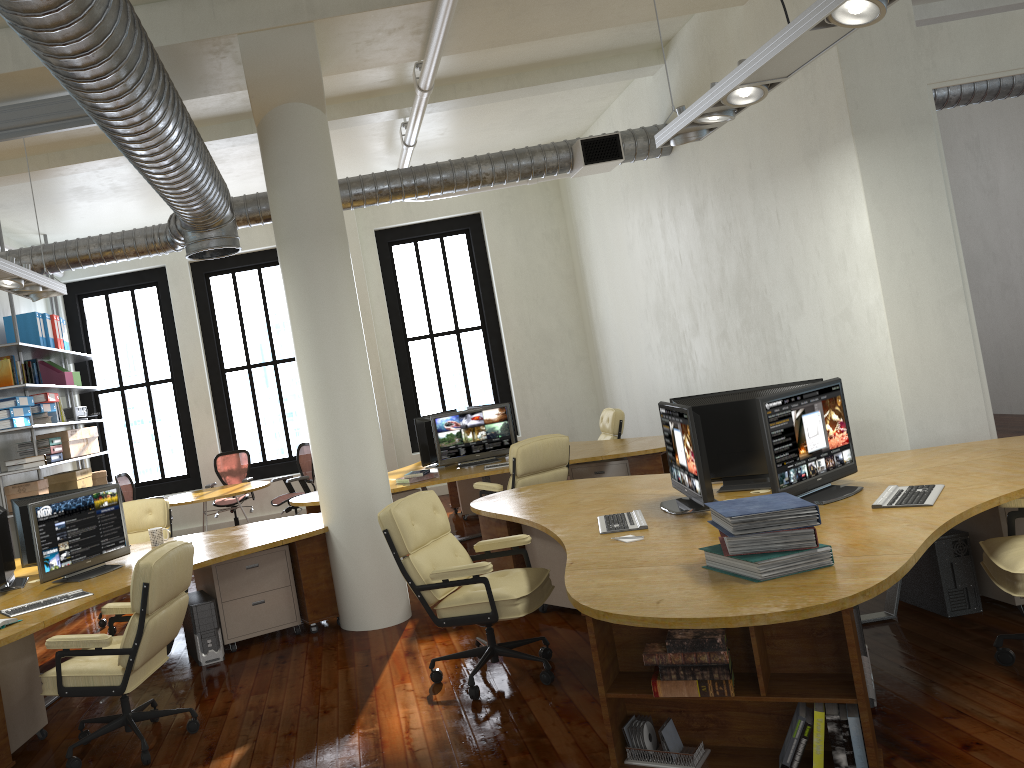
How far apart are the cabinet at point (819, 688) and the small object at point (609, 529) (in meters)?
0.97

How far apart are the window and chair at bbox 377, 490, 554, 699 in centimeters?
801cm

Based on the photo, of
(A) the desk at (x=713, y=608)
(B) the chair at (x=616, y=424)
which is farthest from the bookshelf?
(B) the chair at (x=616, y=424)

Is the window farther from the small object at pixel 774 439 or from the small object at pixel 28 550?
the small object at pixel 774 439

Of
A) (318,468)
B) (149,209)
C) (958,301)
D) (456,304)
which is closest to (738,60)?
(958,301)

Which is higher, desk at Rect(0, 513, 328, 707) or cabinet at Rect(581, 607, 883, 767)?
desk at Rect(0, 513, 328, 707)

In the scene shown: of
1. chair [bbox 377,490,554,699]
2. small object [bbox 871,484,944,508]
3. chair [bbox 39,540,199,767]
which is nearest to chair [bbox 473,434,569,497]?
chair [bbox 377,490,554,699]

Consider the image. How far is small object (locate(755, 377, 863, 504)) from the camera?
4.20m

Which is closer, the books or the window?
the books

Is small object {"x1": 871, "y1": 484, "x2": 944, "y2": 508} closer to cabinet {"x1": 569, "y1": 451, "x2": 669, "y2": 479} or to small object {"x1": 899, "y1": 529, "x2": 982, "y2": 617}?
small object {"x1": 899, "y1": 529, "x2": 982, "y2": 617}
